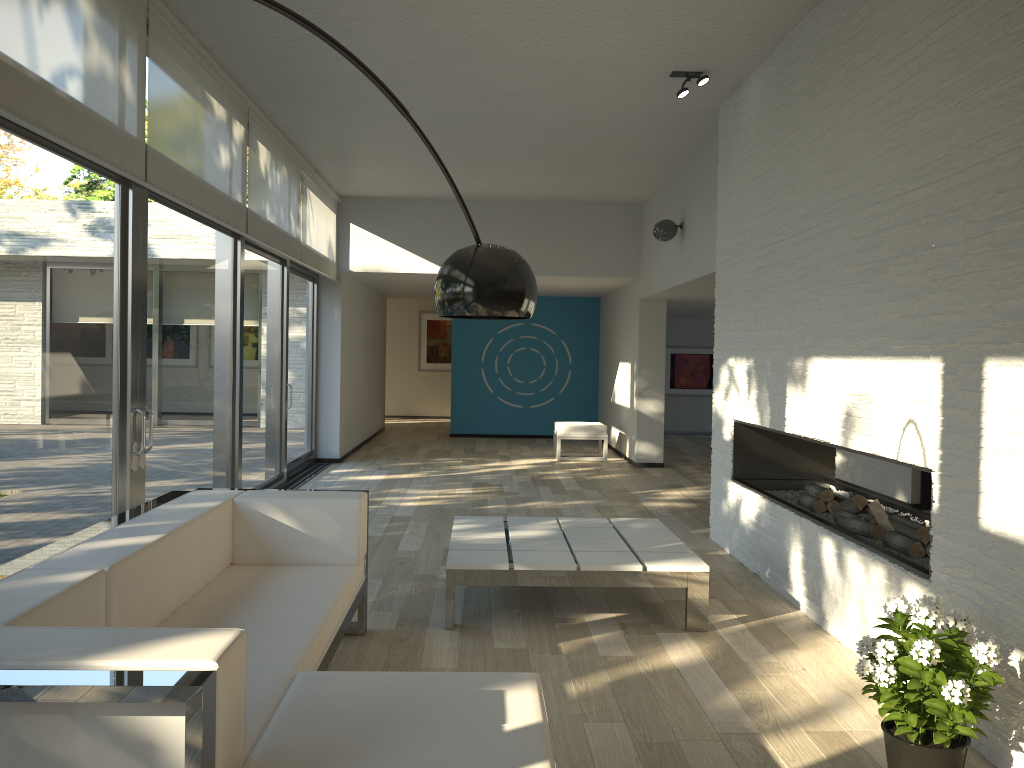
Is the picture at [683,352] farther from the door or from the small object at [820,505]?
the small object at [820,505]

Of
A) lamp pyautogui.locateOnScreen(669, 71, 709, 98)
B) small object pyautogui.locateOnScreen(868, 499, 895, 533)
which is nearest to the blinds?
lamp pyautogui.locateOnScreen(669, 71, 709, 98)

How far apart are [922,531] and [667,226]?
4.6 meters

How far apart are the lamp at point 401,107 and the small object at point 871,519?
2.76m

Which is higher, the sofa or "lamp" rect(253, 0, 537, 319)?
"lamp" rect(253, 0, 537, 319)

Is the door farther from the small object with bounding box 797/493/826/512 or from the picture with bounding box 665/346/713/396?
the picture with bounding box 665/346/713/396

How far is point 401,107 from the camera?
2.1m

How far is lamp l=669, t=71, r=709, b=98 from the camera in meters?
5.5 m

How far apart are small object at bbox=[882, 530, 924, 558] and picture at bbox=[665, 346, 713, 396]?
10.8m

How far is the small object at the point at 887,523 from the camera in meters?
4.3 m
